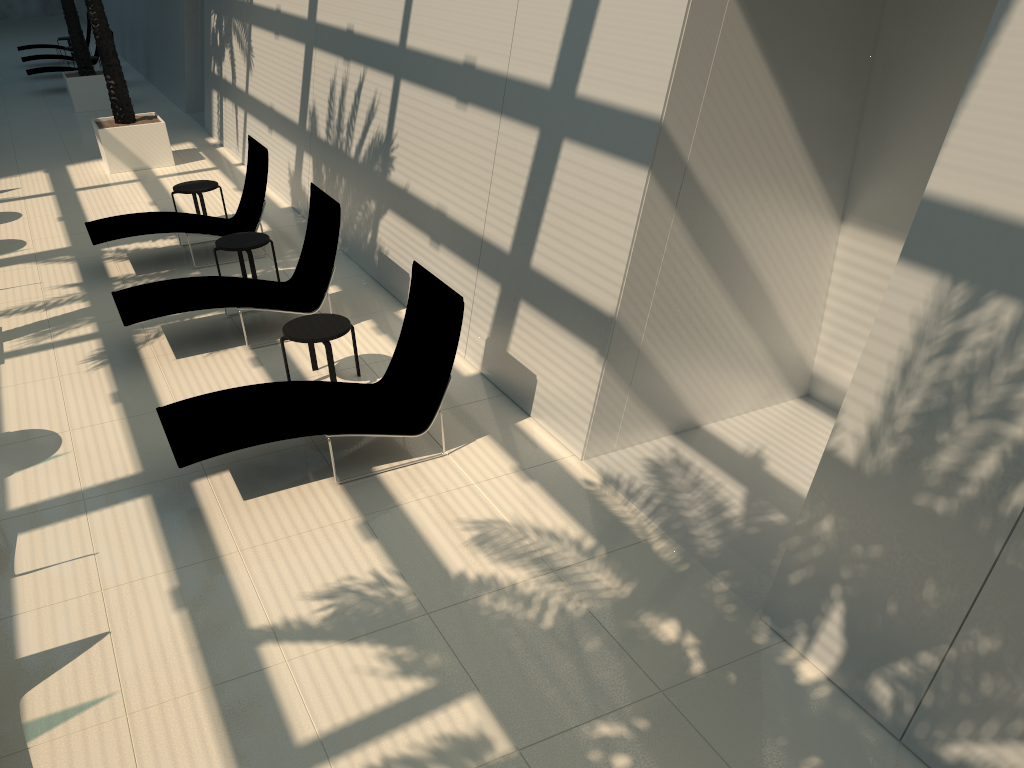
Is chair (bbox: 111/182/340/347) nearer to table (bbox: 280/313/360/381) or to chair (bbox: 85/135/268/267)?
table (bbox: 280/313/360/381)

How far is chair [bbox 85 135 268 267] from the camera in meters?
10.1 m

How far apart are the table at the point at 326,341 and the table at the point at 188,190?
4.75m

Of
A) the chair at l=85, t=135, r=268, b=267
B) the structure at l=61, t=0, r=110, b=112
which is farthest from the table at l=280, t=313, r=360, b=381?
the structure at l=61, t=0, r=110, b=112

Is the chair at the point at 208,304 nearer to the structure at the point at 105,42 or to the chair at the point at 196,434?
the chair at the point at 196,434

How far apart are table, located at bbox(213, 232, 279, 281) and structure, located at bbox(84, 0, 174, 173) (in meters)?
6.21

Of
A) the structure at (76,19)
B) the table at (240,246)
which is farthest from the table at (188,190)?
the structure at (76,19)

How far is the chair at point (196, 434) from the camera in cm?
586

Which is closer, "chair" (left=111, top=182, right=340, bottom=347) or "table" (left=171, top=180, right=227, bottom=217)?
"chair" (left=111, top=182, right=340, bottom=347)

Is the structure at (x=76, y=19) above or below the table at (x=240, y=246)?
above
